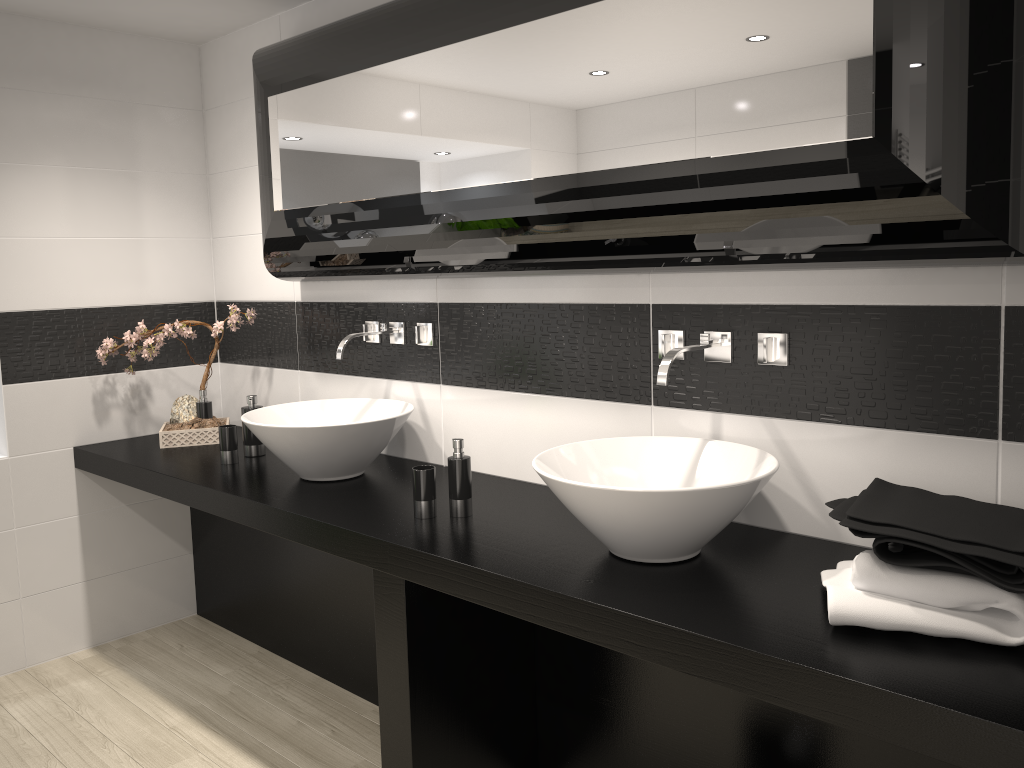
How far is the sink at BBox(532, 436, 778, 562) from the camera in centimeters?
181cm

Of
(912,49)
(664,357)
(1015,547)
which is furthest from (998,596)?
(912,49)

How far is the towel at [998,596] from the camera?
1.5m

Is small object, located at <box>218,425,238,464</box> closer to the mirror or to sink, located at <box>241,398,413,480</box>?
sink, located at <box>241,398,413,480</box>

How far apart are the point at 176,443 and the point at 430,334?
1.25m

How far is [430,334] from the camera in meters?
3.0 m

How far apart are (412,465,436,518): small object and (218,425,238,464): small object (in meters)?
1.03

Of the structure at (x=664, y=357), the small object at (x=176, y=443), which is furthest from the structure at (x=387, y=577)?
the small object at (x=176, y=443)

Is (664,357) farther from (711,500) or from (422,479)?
(422,479)

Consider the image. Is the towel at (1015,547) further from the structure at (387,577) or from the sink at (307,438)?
the sink at (307,438)
